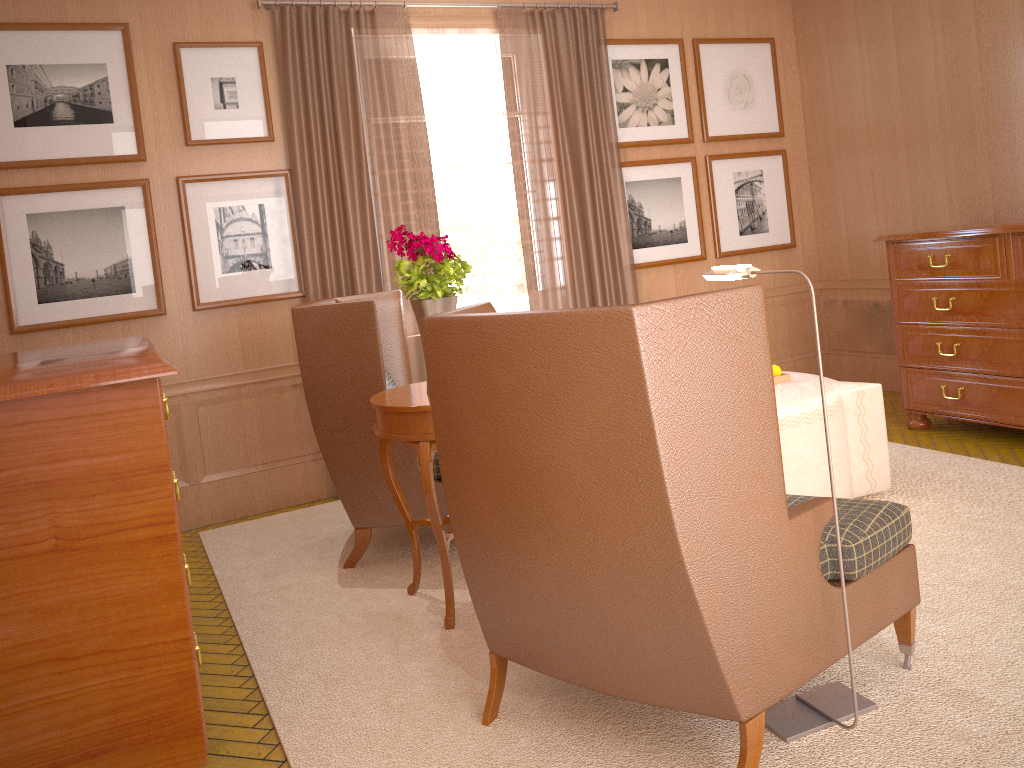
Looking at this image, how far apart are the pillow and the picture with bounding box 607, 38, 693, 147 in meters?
4.1 m

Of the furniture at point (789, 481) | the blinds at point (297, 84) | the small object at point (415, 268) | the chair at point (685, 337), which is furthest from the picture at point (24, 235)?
the furniture at point (789, 481)

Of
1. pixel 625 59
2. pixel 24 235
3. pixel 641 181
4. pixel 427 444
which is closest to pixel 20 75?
pixel 24 235

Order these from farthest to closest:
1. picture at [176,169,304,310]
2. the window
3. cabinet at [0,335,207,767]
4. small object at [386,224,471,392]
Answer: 1. the window
2. picture at [176,169,304,310]
3. small object at [386,224,471,392]
4. cabinet at [0,335,207,767]

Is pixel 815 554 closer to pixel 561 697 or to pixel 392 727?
pixel 561 697

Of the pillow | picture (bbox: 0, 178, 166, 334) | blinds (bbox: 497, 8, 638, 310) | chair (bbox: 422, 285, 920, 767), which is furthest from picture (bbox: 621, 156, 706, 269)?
chair (bbox: 422, 285, 920, 767)

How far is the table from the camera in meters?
5.3 m

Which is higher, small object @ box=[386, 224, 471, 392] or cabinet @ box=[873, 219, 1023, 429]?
small object @ box=[386, 224, 471, 392]

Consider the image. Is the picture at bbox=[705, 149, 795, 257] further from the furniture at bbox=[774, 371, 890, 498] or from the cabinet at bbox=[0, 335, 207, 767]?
the cabinet at bbox=[0, 335, 207, 767]

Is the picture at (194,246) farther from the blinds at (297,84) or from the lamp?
the lamp
